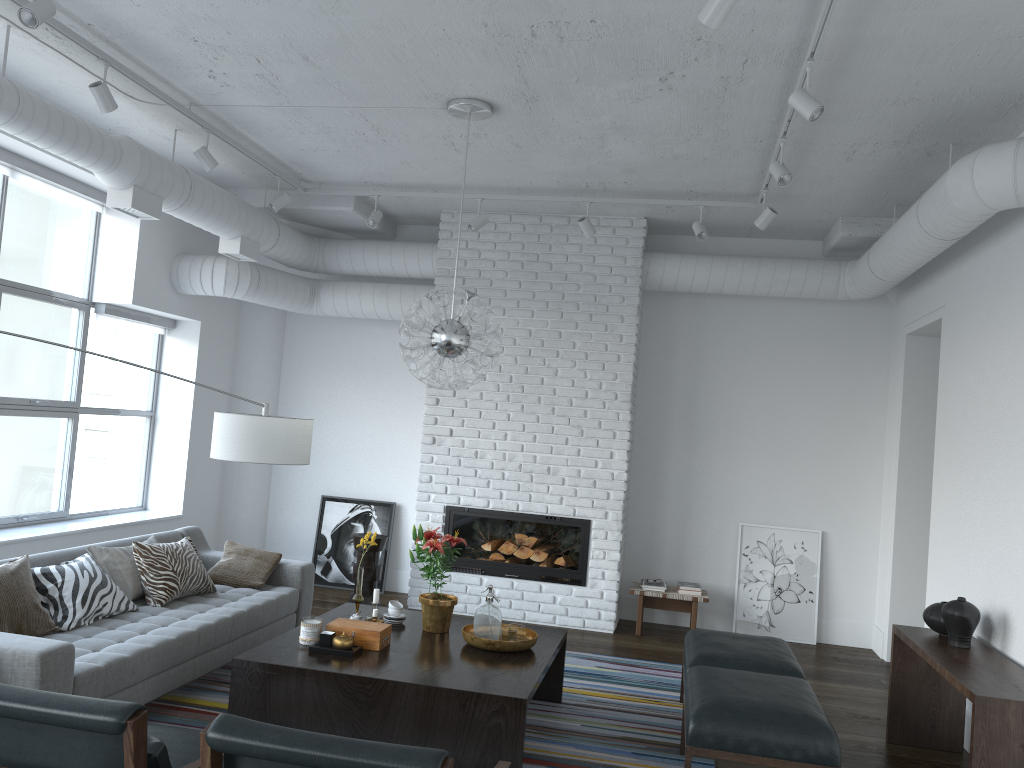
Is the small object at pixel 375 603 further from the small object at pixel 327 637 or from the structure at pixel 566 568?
the structure at pixel 566 568

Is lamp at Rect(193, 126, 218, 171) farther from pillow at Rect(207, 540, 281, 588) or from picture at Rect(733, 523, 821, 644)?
picture at Rect(733, 523, 821, 644)

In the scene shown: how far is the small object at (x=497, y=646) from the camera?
4.29m

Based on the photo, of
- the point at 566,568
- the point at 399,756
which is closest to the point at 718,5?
the point at 399,756

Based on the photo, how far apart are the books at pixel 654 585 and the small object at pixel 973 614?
2.8m

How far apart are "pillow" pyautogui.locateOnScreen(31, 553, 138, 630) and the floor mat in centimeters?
49cm

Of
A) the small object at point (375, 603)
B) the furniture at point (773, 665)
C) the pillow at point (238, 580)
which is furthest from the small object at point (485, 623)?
the pillow at point (238, 580)

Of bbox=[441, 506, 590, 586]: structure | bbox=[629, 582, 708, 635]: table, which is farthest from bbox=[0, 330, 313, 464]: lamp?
bbox=[629, 582, 708, 635]: table

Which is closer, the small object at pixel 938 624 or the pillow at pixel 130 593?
the small object at pixel 938 624

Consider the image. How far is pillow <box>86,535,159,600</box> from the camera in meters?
4.7 m
